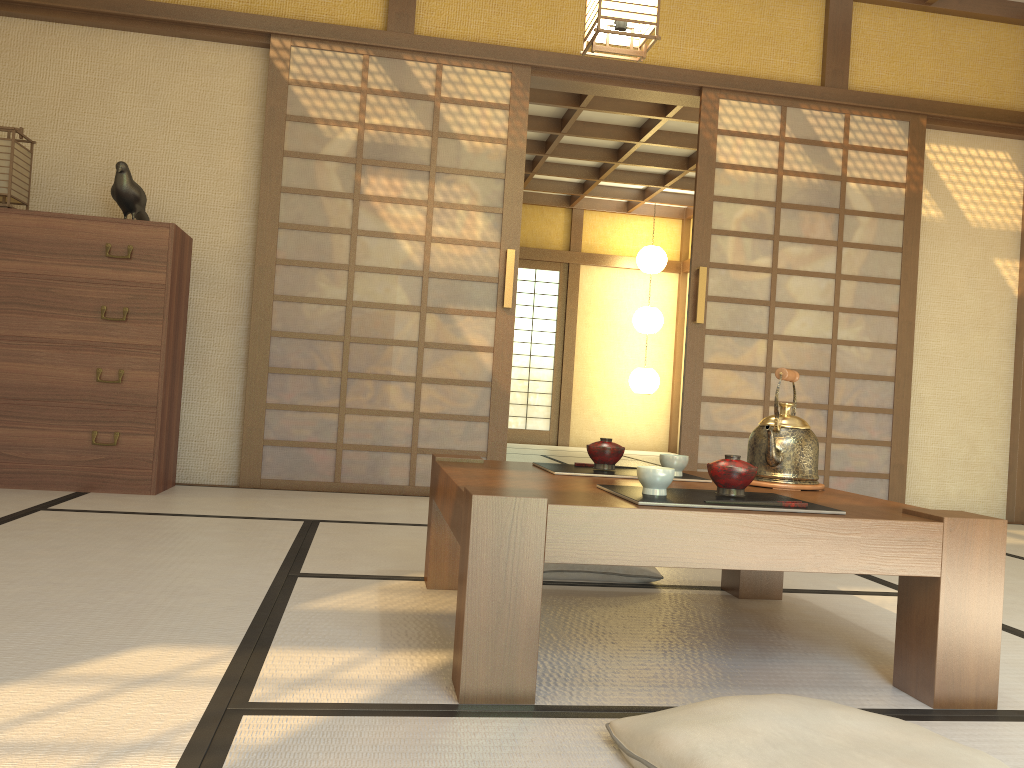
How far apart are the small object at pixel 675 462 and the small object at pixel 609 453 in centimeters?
10cm

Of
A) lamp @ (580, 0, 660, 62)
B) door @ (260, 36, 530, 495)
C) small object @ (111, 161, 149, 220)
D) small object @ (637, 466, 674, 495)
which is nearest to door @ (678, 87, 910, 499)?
door @ (260, 36, 530, 495)

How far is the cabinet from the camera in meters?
3.8

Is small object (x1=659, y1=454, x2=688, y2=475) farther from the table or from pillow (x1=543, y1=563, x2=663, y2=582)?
pillow (x1=543, y1=563, x2=663, y2=582)

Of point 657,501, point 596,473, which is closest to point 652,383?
point 596,473

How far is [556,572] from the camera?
2.6m

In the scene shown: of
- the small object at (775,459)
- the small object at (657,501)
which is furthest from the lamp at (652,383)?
the small object at (657,501)

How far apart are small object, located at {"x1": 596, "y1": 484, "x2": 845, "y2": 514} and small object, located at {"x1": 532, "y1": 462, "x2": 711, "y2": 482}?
0.3 meters

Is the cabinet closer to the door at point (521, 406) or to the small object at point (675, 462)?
the small object at point (675, 462)

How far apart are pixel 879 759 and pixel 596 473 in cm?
110
